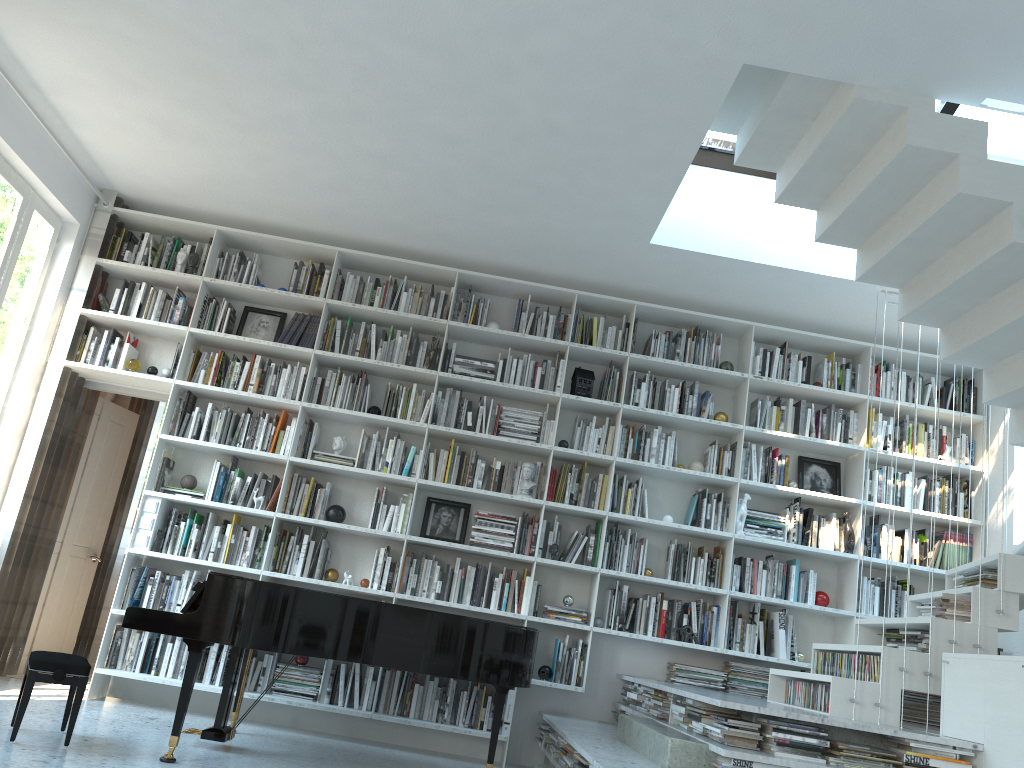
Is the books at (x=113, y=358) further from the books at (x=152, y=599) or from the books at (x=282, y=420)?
the books at (x=152, y=599)

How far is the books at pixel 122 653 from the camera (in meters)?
5.44

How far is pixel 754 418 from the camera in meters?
6.2 m

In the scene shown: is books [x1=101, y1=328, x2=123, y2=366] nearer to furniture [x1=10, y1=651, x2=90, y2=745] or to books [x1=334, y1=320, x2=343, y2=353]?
books [x1=334, y1=320, x2=343, y2=353]

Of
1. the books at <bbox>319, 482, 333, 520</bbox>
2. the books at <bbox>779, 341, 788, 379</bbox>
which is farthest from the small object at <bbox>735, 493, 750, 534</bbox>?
the books at <bbox>319, 482, 333, 520</bbox>

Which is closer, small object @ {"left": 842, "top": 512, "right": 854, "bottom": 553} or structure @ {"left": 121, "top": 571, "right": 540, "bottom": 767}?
structure @ {"left": 121, "top": 571, "right": 540, "bottom": 767}

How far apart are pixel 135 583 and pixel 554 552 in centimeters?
264cm

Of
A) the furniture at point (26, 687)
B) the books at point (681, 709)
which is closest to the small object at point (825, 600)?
the books at point (681, 709)

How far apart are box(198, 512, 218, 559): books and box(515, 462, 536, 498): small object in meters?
2.0

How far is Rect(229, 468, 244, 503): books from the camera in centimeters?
582cm
